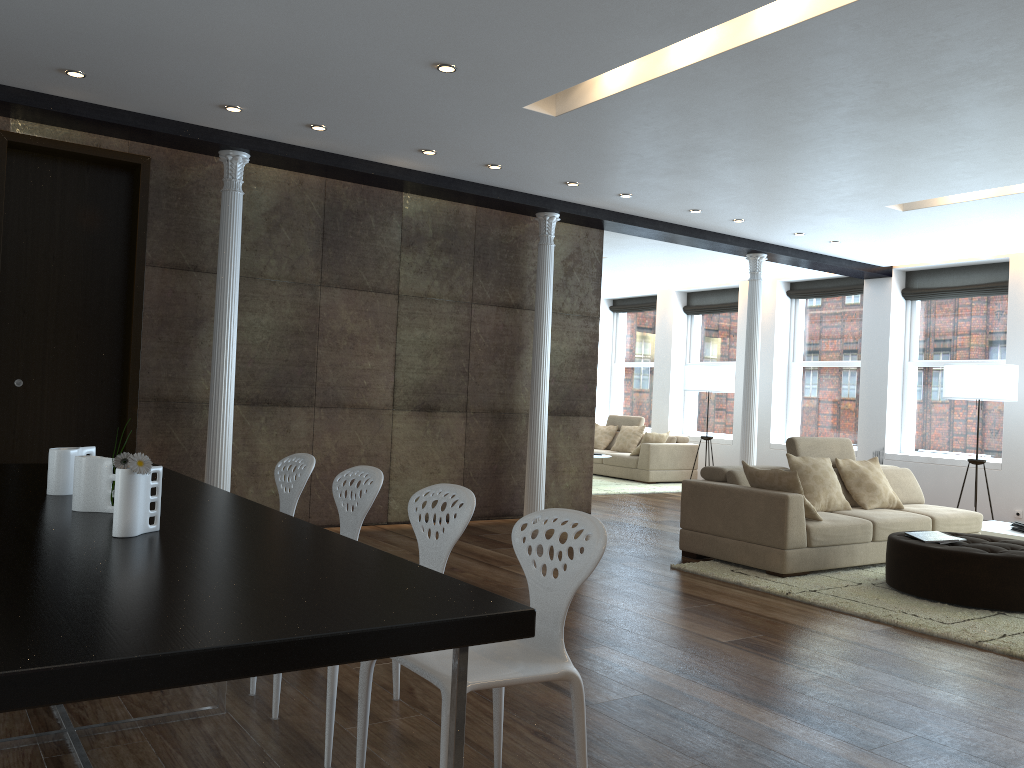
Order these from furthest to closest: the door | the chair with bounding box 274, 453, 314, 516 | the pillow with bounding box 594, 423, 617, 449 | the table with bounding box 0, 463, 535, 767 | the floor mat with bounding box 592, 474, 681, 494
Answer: the pillow with bounding box 594, 423, 617, 449, the floor mat with bounding box 592, 474, 681, 494, the door, the chair with bounding box 274, 453, 314, 516, the table with bounding box 0, 463, 535, 767

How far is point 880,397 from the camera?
11.2 meters

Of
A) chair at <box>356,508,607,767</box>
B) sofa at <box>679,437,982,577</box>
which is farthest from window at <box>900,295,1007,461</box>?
chair at <box>356,508,607,767</box>

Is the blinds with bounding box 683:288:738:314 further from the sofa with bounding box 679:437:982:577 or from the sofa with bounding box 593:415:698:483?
the sofa with bounding box 679:437:982:577

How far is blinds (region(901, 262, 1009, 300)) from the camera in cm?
1035

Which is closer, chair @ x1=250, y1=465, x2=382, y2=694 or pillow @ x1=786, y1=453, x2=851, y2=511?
chair @ x1=250, y1=465, x2=382, y2=694

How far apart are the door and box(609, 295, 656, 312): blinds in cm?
983

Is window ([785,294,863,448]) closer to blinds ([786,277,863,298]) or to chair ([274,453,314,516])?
blinds ([786,277,863,298])

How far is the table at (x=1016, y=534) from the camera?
7.6m

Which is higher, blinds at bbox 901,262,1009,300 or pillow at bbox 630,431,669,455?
blinds at bbox 901,262,1009,300
